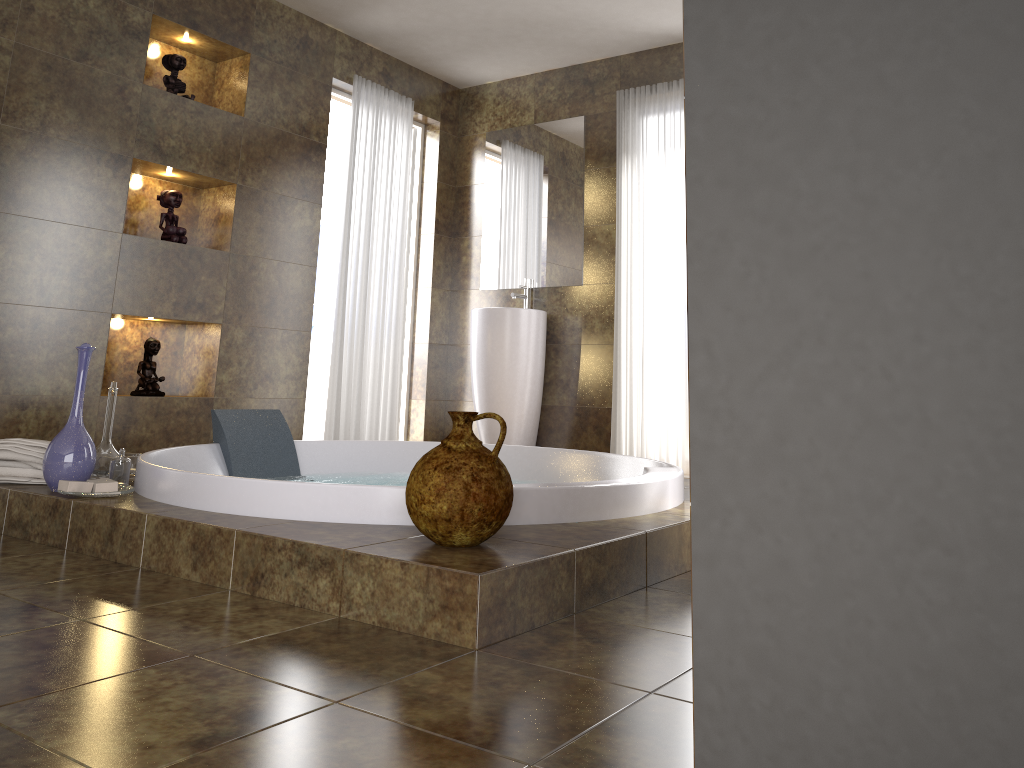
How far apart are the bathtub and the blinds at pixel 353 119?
1.1 meters

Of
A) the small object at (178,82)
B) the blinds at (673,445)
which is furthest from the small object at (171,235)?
the blinds at (673,445)

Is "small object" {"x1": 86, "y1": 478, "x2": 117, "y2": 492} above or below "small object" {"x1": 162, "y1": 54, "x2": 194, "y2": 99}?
below

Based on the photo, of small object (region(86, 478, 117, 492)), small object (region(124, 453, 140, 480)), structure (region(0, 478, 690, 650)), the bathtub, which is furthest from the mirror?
small object (region(86, 478, 117, 492))

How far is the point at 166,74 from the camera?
4.3 meters

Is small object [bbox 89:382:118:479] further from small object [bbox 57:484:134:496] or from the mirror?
the mirror

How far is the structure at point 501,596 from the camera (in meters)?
1.70

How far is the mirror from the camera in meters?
5.3

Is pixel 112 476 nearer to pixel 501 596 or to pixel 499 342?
pixel 501 596

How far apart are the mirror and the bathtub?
1.70m
